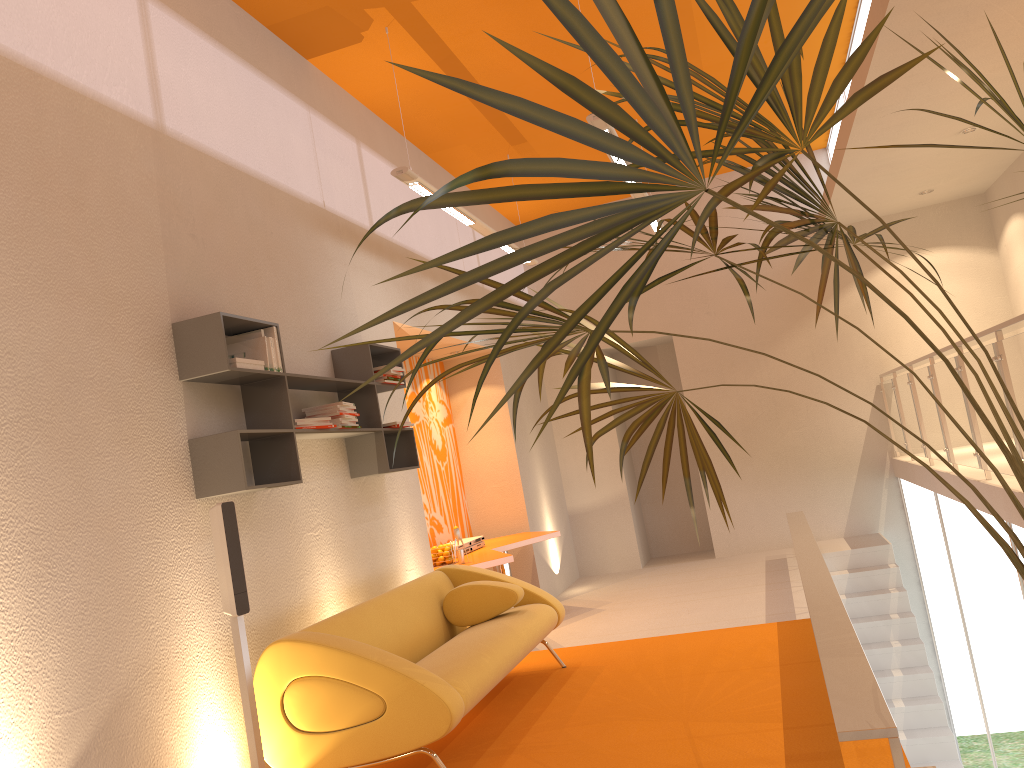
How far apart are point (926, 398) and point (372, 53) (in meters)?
4.94

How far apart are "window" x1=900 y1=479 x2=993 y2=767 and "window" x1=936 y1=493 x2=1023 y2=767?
0.4m

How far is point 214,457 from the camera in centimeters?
386cm

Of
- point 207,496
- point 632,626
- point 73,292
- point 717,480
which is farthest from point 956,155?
point 73,292

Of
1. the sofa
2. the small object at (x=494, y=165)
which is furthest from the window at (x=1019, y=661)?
the small object at (x=494, y=165)

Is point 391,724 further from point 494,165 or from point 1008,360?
point 1008,360

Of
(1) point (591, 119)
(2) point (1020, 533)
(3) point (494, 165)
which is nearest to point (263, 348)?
(1) point (591, 119)

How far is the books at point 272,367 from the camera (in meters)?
4.23

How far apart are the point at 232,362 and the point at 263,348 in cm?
27

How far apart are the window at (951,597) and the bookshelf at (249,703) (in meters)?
6.37
